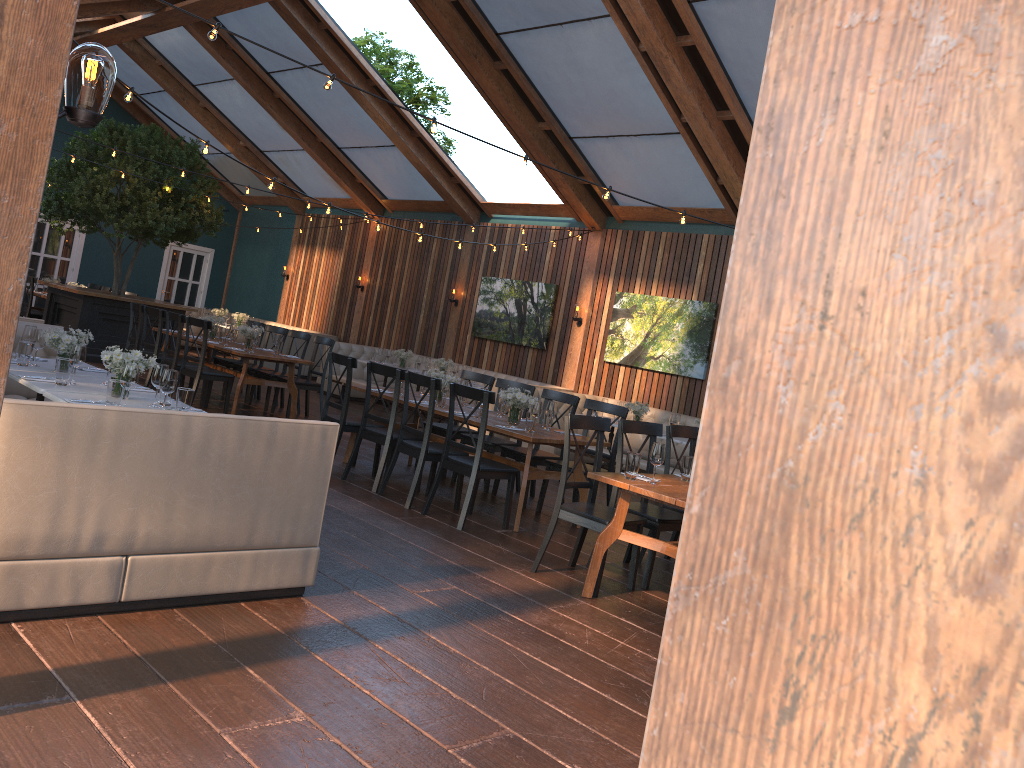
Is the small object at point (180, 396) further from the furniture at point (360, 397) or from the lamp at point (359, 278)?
the lamp at point (359, 278)

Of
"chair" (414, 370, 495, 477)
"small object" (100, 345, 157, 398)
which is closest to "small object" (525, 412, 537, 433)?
"chair" (414, 370, 495, 477)

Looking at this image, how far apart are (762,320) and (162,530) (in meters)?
3.66

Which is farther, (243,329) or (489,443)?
(243,329)

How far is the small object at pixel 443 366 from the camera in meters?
12.8 m

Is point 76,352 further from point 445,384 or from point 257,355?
point 257,355

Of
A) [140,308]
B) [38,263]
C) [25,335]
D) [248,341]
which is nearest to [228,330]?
[248,341]

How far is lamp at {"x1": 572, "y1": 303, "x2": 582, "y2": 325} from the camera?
12.8 meters

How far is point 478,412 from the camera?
7.26m

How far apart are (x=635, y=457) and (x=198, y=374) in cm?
609
